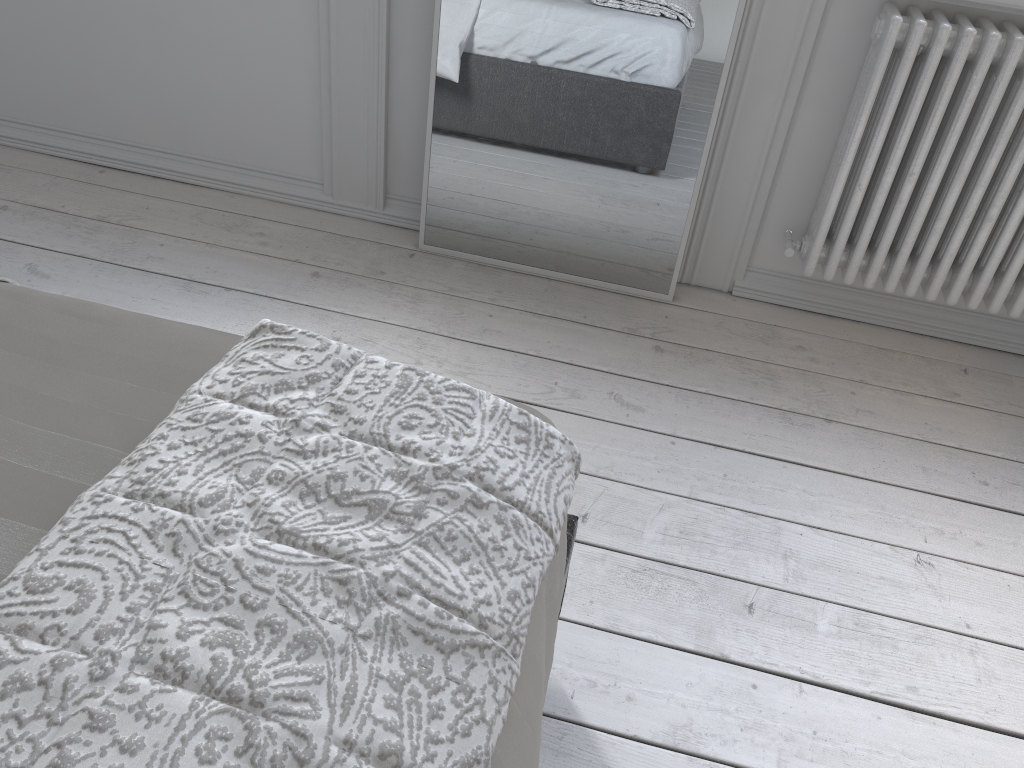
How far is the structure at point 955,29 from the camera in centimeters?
179cm

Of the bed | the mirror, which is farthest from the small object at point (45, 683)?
the mirror

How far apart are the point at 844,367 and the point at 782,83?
0.7 meters

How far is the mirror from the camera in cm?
194

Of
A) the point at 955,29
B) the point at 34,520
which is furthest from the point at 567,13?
the point at 34,520

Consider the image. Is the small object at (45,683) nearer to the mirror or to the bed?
the bed

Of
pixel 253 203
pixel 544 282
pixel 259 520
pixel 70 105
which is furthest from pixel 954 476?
pixel 70 105

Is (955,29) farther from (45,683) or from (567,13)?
(45,683)

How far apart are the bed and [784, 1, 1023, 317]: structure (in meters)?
1.21

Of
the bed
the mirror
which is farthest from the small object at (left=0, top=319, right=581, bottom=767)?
the mirror
